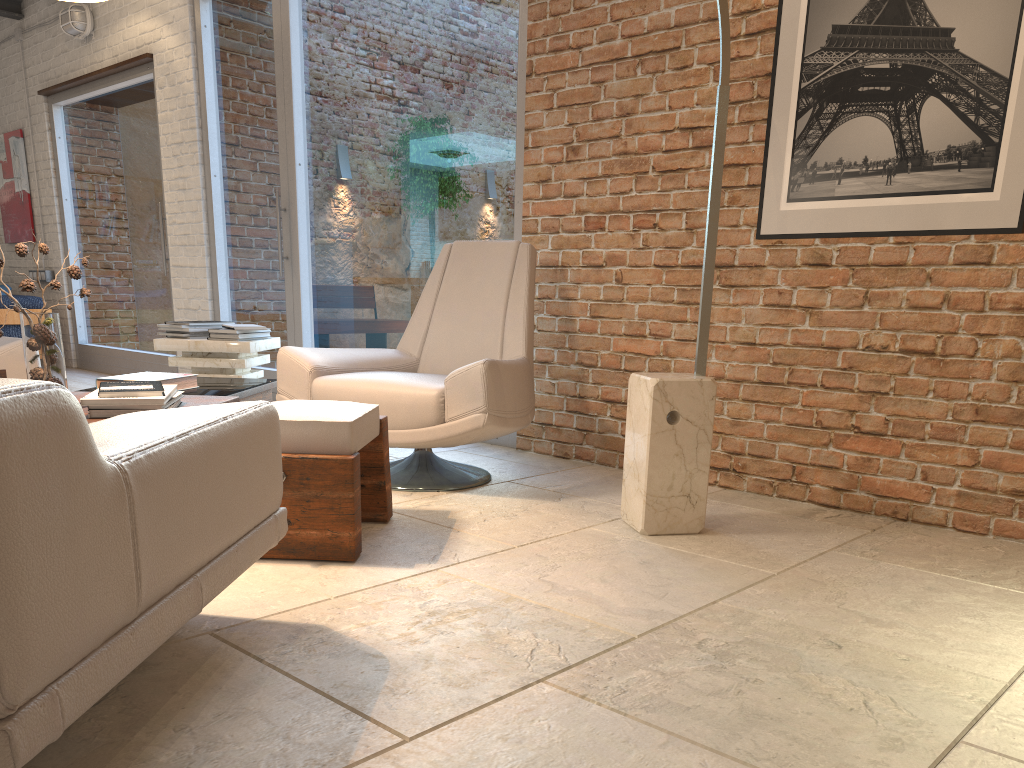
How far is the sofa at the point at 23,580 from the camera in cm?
101

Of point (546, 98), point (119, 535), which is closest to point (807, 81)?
point (546, 98)

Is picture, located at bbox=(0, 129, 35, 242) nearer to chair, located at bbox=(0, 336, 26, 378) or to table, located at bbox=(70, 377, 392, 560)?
chair, located at bbox=(0, 336, 26, 378)

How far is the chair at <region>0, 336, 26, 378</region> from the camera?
3.65m

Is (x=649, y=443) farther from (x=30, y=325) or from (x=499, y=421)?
(x=30, y=325)

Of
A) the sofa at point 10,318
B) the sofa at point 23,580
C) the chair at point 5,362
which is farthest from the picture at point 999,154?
the sofa at point 10,318

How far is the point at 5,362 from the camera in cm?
365

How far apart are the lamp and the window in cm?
153

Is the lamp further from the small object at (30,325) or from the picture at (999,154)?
the small object at (30,325)

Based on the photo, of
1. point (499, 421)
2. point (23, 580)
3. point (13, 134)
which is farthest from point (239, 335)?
point (13, 134)
